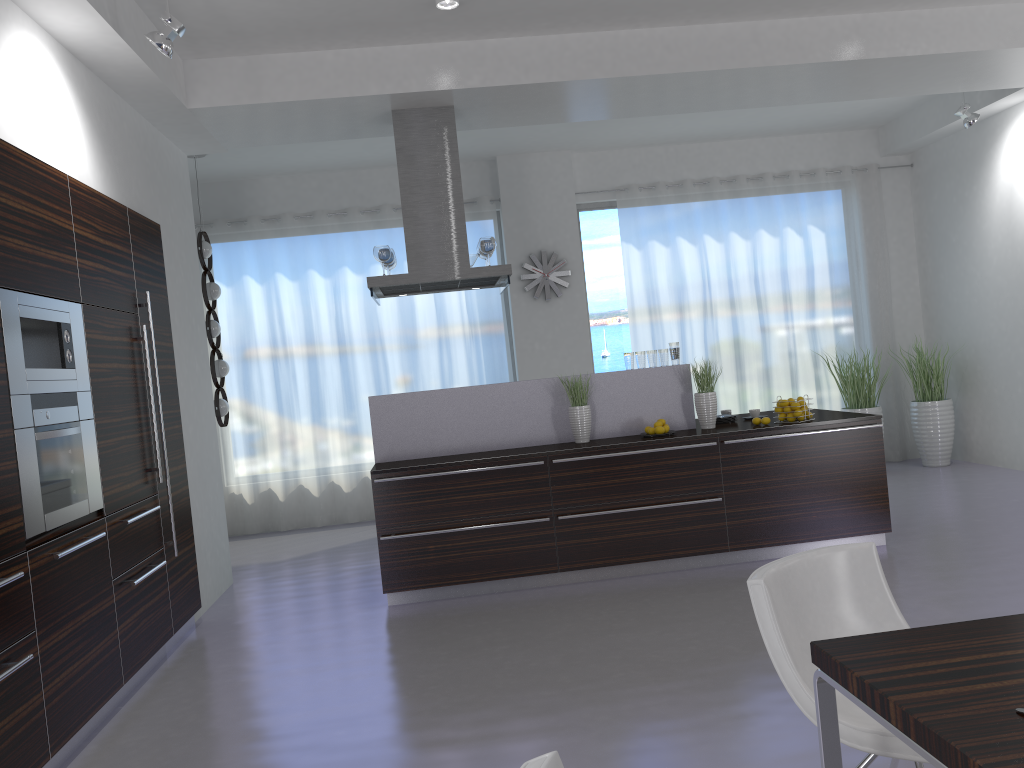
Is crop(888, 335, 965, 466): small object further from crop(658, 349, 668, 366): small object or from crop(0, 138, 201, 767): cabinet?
crop(0, 138, 201, 767): cabinet

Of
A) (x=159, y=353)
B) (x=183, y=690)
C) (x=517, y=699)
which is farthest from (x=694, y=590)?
(x=159, y=353)

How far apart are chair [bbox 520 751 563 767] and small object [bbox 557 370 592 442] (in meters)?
4.47

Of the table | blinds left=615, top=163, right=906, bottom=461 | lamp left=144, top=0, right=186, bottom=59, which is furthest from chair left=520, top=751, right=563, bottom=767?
blinds left=615, top=163, right=906, bottom=461

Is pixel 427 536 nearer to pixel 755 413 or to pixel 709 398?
pixel 709 398

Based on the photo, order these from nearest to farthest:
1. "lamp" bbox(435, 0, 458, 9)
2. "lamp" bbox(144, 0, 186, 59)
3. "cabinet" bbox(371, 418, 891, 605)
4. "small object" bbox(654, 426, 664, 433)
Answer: "lamp" bbox(144, 0, 186, 59)
"lamp" bbox(435, 0, 458, 9)
"cabinet" bbox(371, 418, 891, 605)
"small object" bbox(654, 426, 664, 433)

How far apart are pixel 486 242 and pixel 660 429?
1.8 meters

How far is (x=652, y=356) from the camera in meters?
6.1 m

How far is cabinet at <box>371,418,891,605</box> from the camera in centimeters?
548cm

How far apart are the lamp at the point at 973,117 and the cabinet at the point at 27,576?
6.3 meters
